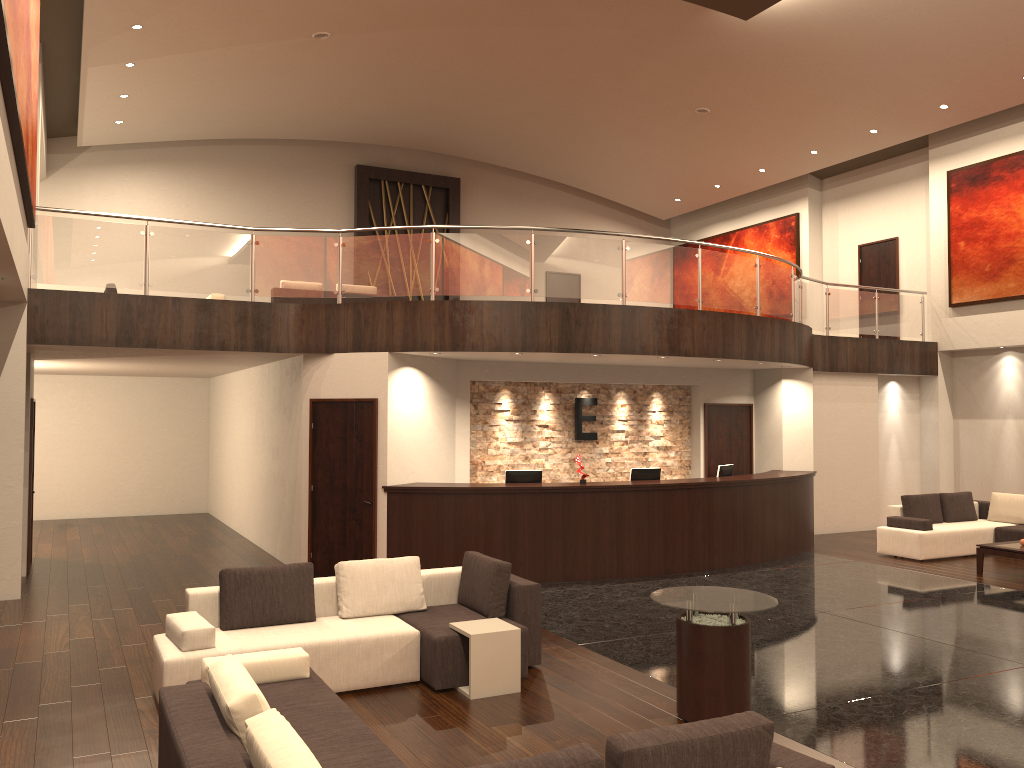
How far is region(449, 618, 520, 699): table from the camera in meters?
6.3

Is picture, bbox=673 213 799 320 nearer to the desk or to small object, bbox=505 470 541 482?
the desk

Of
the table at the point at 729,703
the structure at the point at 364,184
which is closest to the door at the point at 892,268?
the structure at the point at 364,184

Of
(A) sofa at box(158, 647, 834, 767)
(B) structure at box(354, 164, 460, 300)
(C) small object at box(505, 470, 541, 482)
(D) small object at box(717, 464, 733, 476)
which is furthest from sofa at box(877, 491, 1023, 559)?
(B) structure at box(354, 164, 460, 300)

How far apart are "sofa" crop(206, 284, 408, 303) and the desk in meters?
5.1 m

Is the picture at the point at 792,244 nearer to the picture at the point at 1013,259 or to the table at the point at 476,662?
the picture at the point at 1013,259

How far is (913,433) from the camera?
16.8 meters

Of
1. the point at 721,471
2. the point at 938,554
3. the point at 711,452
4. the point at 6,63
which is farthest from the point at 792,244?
the point at 6,63

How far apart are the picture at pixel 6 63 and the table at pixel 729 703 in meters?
5.1

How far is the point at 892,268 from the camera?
17.96m
